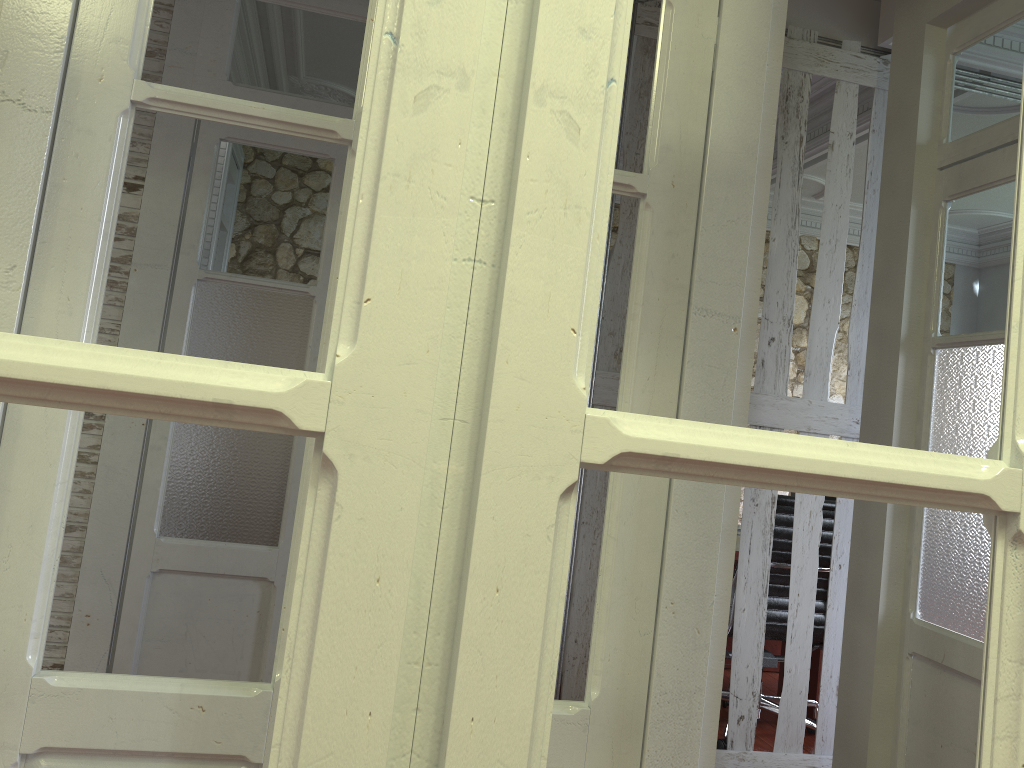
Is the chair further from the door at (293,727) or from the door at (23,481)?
the door at (293,727)

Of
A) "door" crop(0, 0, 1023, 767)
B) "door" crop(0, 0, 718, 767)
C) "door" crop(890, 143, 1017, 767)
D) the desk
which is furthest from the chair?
"door" crop(0, 0, 1023, 767)

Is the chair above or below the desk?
above

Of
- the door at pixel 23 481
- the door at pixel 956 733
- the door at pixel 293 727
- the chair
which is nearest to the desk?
the chair

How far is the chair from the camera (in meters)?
3.60

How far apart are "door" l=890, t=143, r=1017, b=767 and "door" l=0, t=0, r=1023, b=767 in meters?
2.1

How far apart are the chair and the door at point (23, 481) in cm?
222

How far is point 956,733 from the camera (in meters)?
2.56

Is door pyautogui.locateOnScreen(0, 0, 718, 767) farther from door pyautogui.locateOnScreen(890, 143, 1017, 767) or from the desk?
the desk

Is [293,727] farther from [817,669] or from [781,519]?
[817,669]
